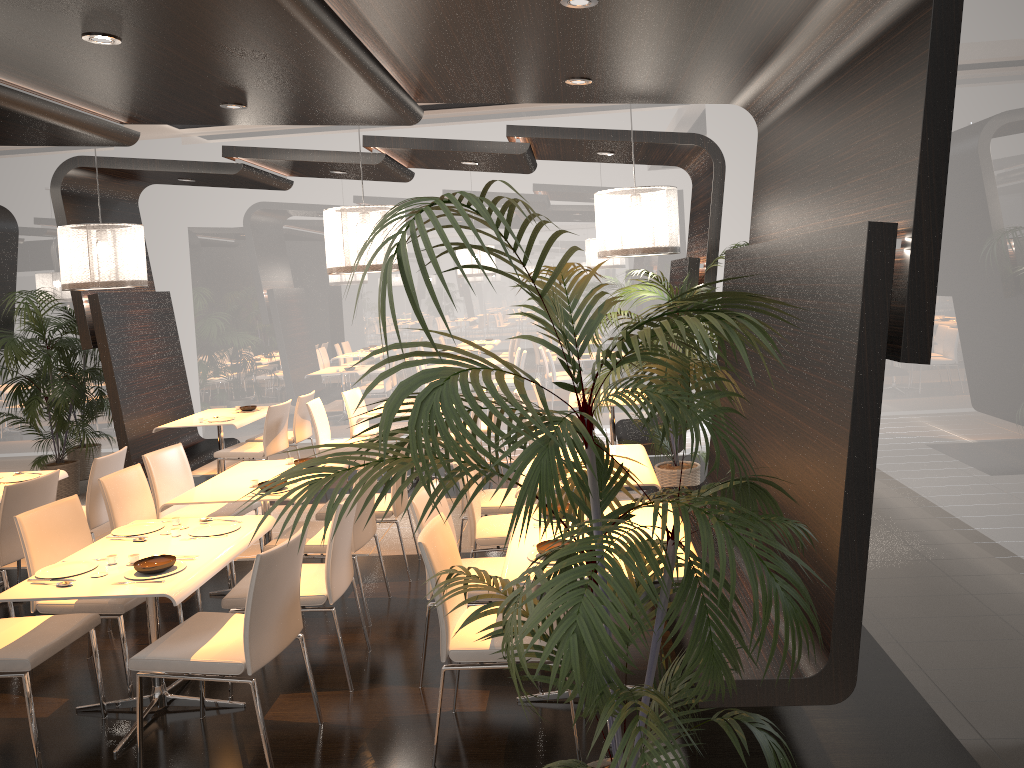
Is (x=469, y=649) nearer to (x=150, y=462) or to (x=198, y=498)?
(x=198, y=498)

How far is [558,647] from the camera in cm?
208

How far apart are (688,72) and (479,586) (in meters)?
3.31

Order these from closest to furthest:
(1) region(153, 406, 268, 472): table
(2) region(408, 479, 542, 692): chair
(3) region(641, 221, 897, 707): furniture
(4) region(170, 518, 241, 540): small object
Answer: (3) region(641, 221, 897, 707): furniture, (2) region(408, 479, 542, 692): chair, (4) region(170, 518, 241, 540): small object, (1) region(153, 406, 268, 472): table

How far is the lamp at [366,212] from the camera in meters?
6.5

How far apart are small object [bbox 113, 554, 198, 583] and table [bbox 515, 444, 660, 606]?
2.4m

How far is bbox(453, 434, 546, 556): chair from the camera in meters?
5.5 m

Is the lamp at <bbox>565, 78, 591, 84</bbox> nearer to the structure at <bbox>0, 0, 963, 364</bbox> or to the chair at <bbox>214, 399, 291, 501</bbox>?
the structure at <bbox>0, 0, 963, 364</bbox>

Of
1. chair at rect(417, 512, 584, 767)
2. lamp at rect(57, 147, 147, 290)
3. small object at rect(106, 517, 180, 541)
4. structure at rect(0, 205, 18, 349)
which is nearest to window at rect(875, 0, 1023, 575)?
chair at rect(417, 512, 584, 767)

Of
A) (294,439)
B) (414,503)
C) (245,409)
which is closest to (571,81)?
(414,503)
